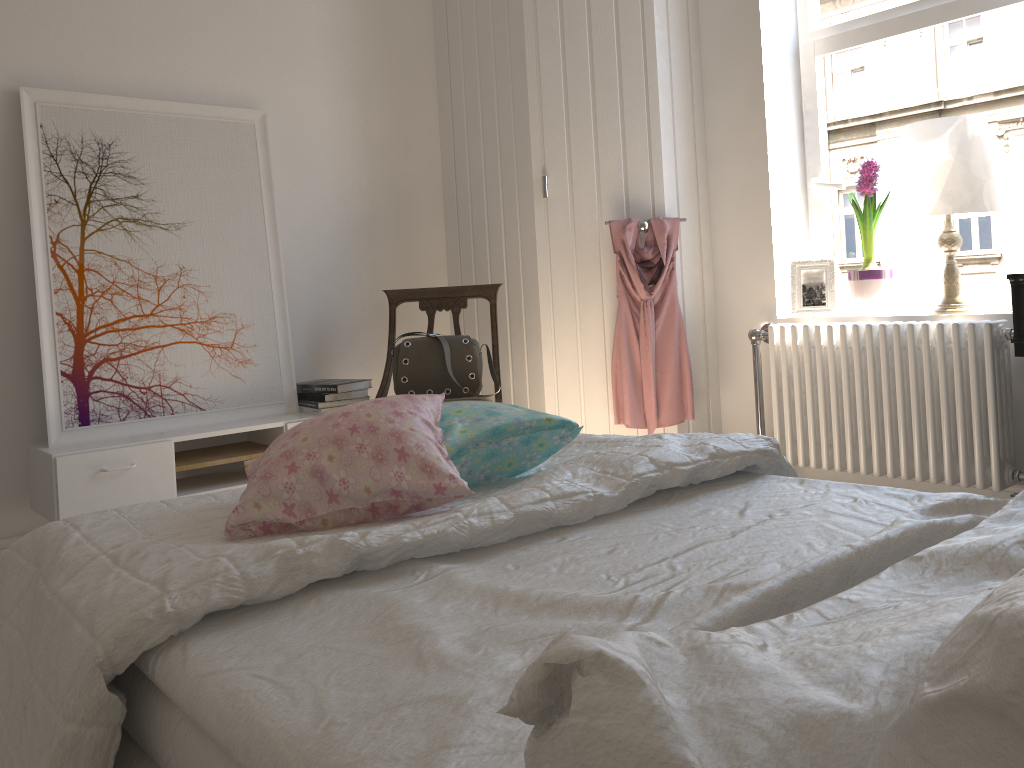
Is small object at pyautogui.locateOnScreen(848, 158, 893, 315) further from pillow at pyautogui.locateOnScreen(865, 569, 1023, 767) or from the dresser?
pillow at pyautogui.locateOnScreen(865, 569, 1023, 767)

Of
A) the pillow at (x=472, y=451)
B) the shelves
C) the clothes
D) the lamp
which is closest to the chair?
the shelves

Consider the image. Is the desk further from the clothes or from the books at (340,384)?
the books at (340,384)

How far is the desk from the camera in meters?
2.4

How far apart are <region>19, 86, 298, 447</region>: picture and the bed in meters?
1.5

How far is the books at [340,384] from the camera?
3.25m

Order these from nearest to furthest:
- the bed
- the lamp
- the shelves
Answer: the bed
the shelves
the lamp

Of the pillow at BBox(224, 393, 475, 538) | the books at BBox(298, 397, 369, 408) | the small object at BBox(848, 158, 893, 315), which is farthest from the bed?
the small object at BBox(848, 158, 893, 315)

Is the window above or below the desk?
above

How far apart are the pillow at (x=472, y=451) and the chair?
1.3m
